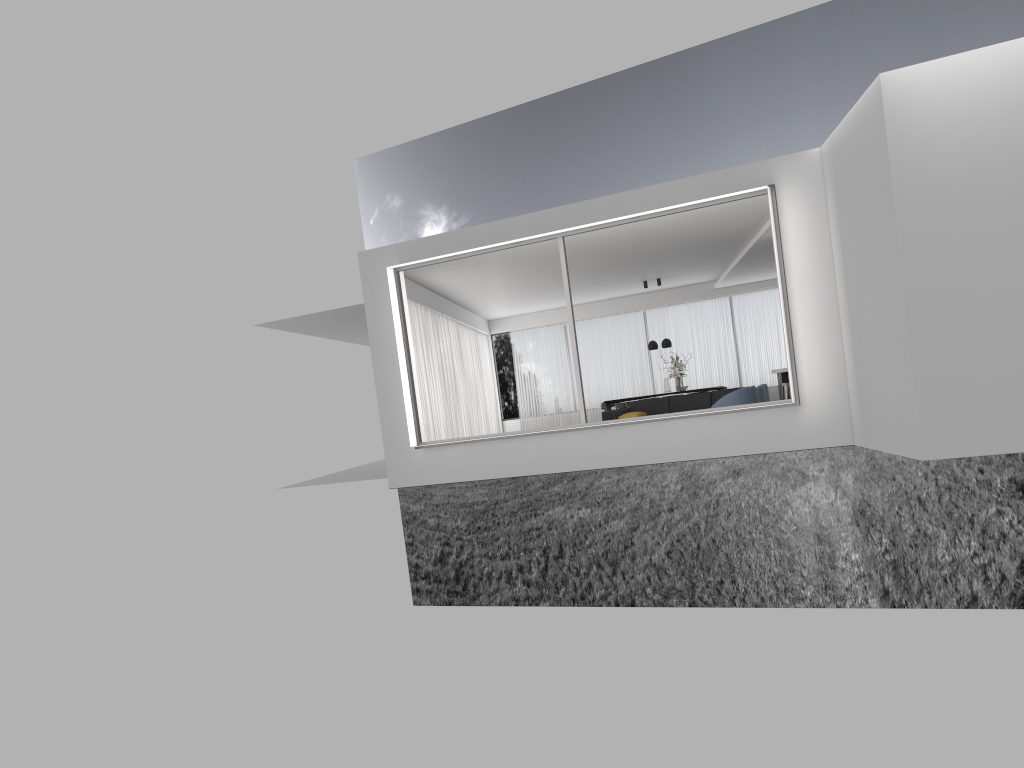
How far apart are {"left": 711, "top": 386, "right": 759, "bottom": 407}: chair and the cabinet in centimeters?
611cm

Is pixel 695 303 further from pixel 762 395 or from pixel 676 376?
pixel 762 395

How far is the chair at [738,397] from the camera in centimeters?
1155cm

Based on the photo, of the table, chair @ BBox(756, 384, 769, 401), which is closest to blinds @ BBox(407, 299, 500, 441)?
the table

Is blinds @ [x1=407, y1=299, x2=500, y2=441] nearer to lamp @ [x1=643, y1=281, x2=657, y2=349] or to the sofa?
the sofa

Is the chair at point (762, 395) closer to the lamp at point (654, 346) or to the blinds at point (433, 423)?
the blinds at point (433, 423)

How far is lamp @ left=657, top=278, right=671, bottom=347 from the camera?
18.4 meters

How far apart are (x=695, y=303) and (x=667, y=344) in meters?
2.5 m

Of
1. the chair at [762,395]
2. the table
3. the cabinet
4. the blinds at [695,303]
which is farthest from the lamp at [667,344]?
the chair at [762,395]

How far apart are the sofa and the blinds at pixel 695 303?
5.5m
